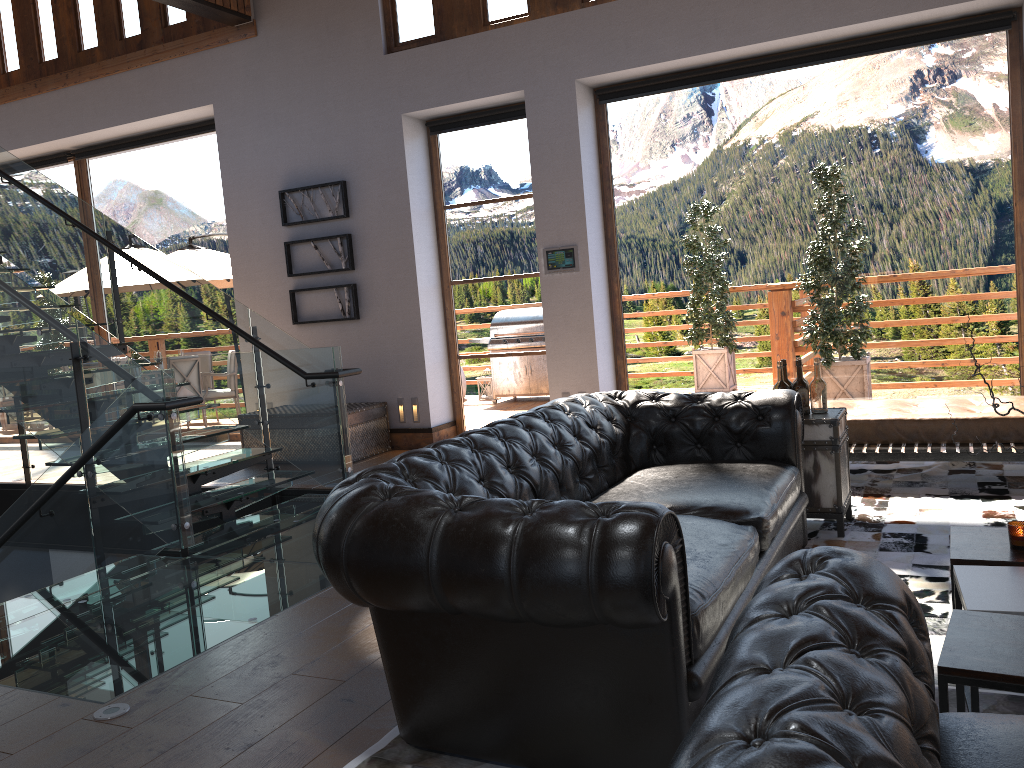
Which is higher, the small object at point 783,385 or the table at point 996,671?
the small object at point 783,385

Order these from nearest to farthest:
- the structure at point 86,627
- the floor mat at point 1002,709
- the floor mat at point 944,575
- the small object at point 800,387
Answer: the floor mat at point 1002,709 → the floor mat at point 944,575 → the structure at point 86,627 → the small object at point 800,387

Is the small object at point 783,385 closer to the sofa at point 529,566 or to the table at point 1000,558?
the sofa at point 529,566

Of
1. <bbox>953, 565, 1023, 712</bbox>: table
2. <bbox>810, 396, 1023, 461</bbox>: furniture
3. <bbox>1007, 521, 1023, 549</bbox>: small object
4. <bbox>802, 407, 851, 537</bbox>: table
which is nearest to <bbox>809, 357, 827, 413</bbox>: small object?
<bbox>802, 407, 851, 537</bbox>: table

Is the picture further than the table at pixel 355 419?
Yes

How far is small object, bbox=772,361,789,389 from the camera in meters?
4.5

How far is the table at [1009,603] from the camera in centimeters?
246cm

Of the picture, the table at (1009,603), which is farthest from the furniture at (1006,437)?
the picture

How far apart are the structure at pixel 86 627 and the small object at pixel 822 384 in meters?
2.6 m

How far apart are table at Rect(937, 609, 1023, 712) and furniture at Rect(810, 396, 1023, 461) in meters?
2.9 m
